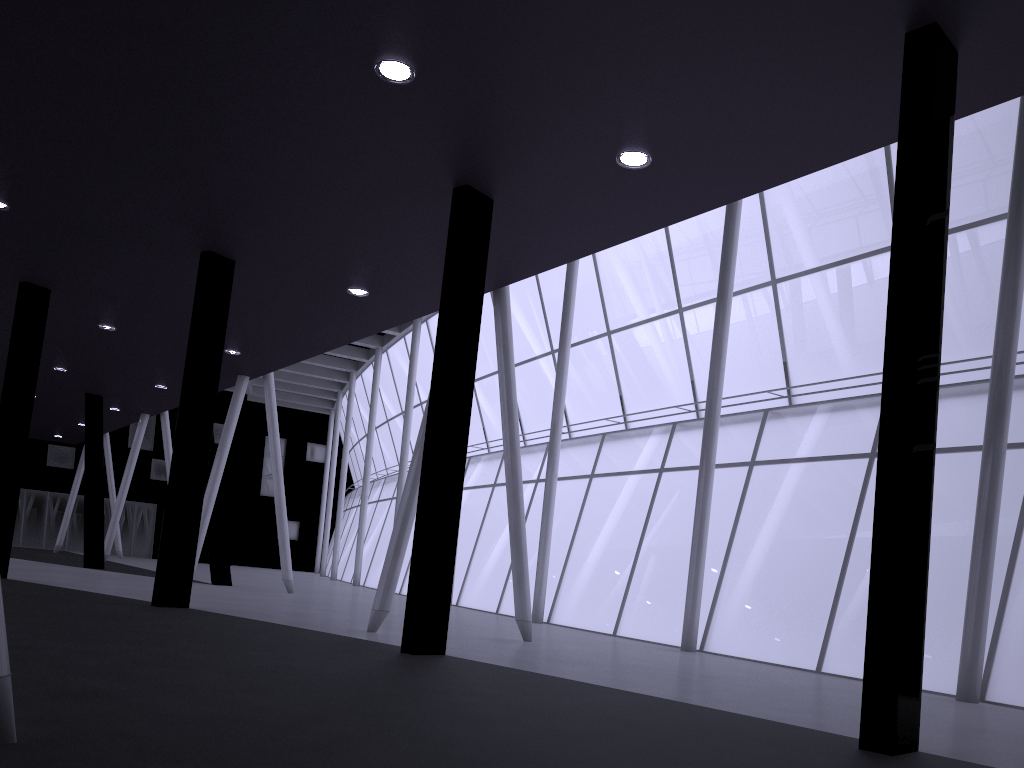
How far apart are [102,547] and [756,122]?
35.46m
